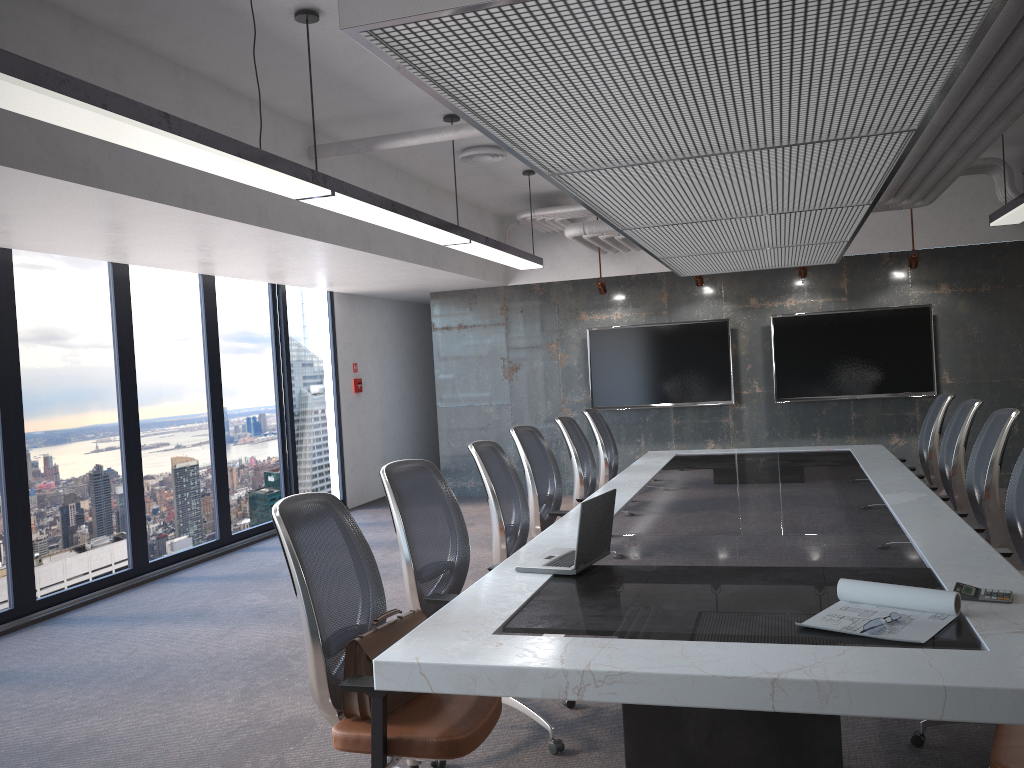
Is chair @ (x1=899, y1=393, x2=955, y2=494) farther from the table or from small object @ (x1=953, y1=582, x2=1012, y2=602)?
small object @ (x1=953, y1=582, x2=1012, y2=602)

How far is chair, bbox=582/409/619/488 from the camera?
7.3m

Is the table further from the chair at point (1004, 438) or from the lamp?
the lamp

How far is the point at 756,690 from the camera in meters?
2.2 m

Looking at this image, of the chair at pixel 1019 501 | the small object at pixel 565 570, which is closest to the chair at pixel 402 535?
the small object at pixel 565 570

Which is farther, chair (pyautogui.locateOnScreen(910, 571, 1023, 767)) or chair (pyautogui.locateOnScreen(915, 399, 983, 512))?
chair (pyautogui.locateOnScreen(915, 399, 983, 512))

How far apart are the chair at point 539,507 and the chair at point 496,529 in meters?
0.6

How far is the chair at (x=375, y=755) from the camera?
2.67m

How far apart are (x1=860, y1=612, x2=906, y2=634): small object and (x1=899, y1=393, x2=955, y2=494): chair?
4.43m

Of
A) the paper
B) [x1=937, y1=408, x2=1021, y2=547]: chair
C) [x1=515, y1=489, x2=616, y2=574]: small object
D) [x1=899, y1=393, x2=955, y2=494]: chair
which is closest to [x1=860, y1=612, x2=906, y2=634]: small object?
the paper
